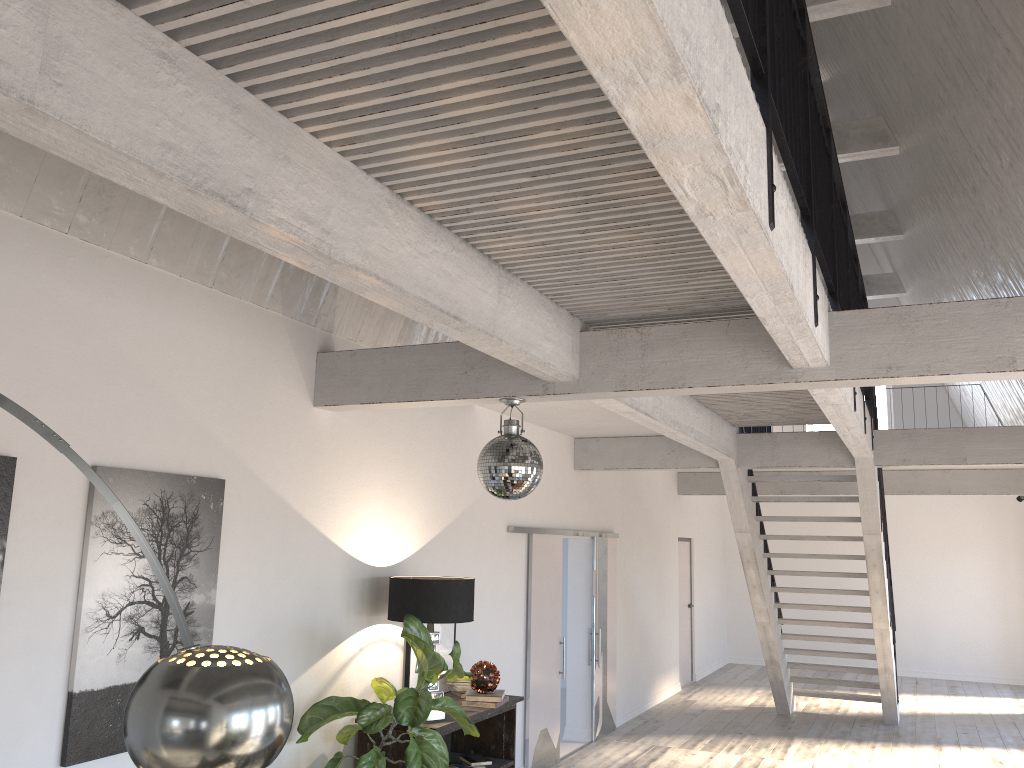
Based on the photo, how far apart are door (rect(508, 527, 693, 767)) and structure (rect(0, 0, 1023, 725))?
0.8m

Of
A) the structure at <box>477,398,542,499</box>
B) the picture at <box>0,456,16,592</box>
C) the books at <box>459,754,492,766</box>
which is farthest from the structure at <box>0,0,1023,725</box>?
the books at <box>459,754,492,766</box>

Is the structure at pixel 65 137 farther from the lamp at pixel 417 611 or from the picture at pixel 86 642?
the lamp at pixel 417 611

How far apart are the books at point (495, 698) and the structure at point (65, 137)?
2.0 meters

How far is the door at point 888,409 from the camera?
15.0 meters

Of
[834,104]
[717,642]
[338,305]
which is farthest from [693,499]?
[338,305]

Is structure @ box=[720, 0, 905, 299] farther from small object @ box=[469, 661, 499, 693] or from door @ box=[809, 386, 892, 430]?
small object @ box=[469, 661, 499, 693]

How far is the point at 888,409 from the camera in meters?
15.0 m

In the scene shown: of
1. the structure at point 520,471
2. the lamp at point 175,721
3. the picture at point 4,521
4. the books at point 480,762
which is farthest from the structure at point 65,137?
the books at point 480,762

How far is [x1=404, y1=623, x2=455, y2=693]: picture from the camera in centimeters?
570cm
